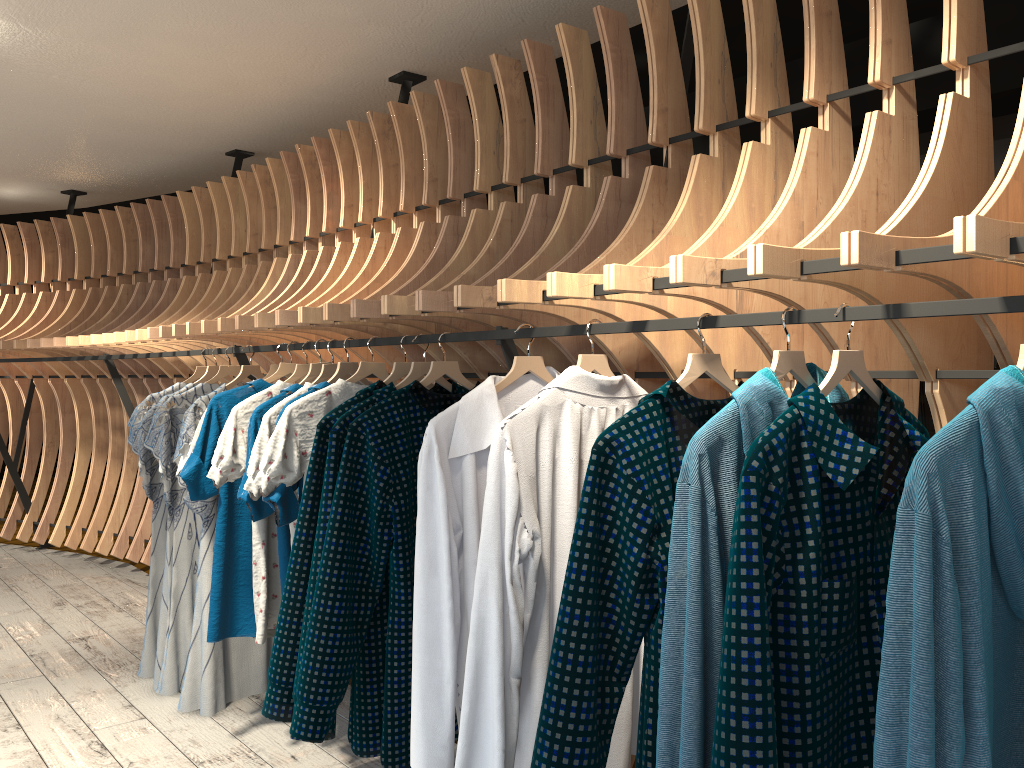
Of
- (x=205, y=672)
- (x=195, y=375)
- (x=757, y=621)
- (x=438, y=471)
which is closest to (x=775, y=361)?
(x=757, y=621)

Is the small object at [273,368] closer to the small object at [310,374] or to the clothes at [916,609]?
the small object at [310,374]

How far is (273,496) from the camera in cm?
267

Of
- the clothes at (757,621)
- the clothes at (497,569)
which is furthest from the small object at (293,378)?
the clothes at (757,621)

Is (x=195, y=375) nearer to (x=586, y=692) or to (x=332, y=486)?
(x=332, y=486)

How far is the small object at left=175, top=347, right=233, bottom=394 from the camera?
3.85m

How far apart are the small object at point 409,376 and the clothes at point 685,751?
1.24m

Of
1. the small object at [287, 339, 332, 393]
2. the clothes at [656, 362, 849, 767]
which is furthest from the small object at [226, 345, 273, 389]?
the clothes at [656, 362, 849, 767]

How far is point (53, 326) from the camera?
6.4 meters

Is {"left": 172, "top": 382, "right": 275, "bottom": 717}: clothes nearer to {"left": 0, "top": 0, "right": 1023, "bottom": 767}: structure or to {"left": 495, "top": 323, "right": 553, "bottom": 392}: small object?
{"left": 0, "top": 0, "right": 1023, "bottom": 767}: structure
